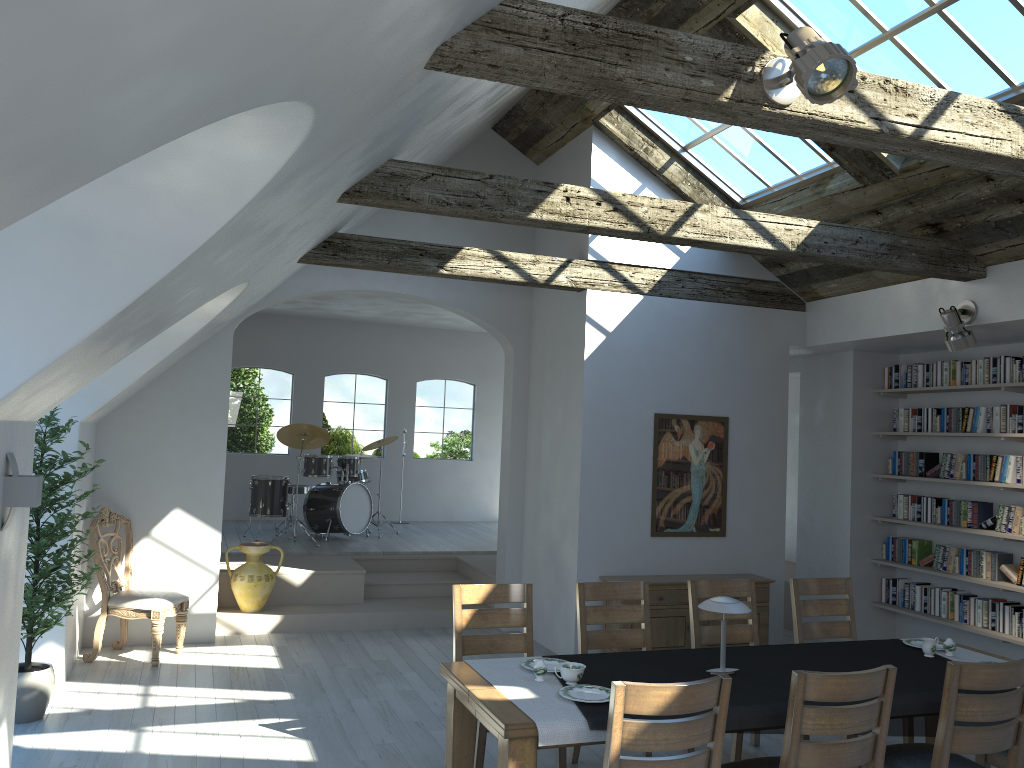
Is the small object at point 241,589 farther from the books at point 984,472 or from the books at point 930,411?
the books at point 984,472

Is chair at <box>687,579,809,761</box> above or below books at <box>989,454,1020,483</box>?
below

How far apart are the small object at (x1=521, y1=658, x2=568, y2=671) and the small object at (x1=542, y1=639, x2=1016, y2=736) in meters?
0.2

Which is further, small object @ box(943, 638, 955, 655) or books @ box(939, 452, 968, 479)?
books @ box(939, 452, 968, 479)

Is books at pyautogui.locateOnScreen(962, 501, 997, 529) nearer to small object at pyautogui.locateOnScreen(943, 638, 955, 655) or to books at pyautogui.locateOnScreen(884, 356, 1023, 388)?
books at pyautogui.locateOnScreen(884, 356, 1023, 388)

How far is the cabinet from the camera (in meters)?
7.12

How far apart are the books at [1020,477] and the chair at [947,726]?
3.7 meters

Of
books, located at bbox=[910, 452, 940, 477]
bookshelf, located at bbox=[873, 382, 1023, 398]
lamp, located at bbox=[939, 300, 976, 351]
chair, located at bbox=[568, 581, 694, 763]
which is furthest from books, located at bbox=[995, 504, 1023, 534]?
chair, located at bbox=[568, 581, 694, 763]

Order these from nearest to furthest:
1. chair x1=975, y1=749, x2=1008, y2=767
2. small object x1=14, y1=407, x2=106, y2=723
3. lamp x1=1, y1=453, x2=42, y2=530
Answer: lamp x1=1, y1=453, x2=42, y2=530, chair x1=975, y1=749, x2=1008, y2=767, small object x1=14, y1=407, x2=106, y2=723

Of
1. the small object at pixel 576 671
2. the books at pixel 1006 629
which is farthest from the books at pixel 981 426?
the small object at pixel 576 671
